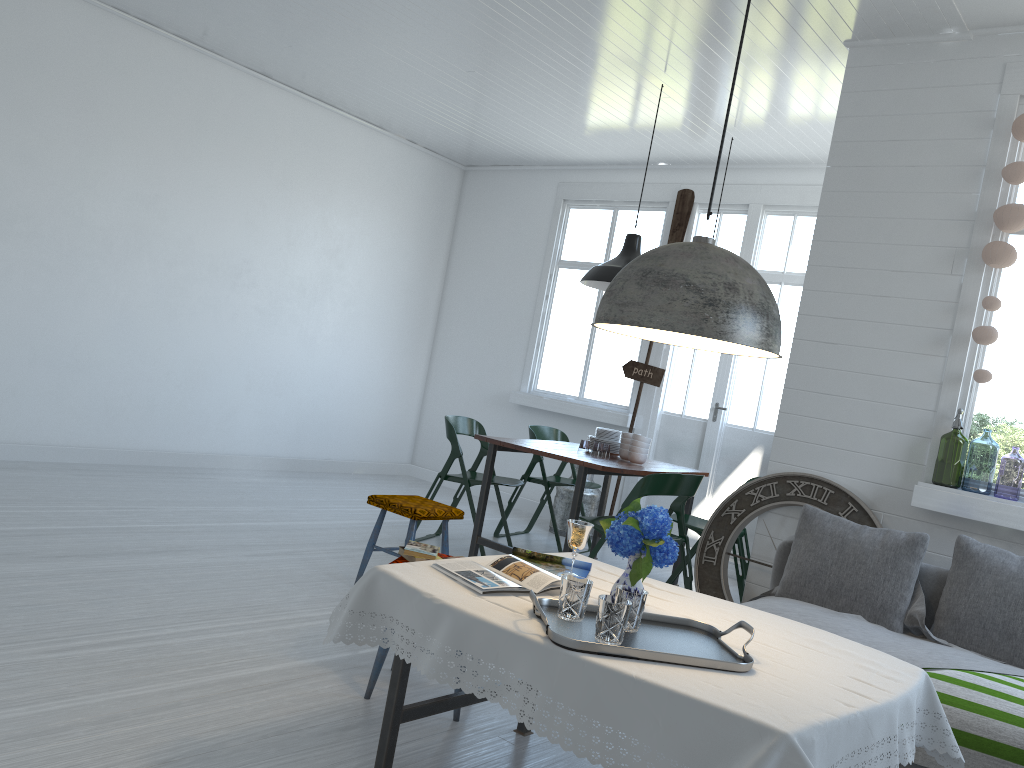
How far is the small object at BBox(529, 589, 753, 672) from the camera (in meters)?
2.30

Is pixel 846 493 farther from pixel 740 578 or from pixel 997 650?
pixel 740 578

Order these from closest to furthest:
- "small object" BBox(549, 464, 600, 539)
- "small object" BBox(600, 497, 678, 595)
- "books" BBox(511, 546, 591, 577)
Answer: "small object" BBox(600, 497, 678, 595)
"books" BBox(511, 546, 591, 577)
"small object" BBox(549, 464, 600, 539)

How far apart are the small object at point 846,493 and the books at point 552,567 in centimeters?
222cm

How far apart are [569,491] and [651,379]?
1.3m

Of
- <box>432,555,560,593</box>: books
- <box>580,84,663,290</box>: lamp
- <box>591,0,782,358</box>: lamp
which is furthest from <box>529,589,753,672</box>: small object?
<box>580,84,663,290</box>: lamp

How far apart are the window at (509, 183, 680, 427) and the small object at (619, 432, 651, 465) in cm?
210

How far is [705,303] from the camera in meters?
2.5

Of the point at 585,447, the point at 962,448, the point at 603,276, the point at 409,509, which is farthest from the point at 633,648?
the point at 585,447

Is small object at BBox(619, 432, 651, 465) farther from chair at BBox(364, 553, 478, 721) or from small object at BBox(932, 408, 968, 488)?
chair at BBox(364, 553, 478, 721)
